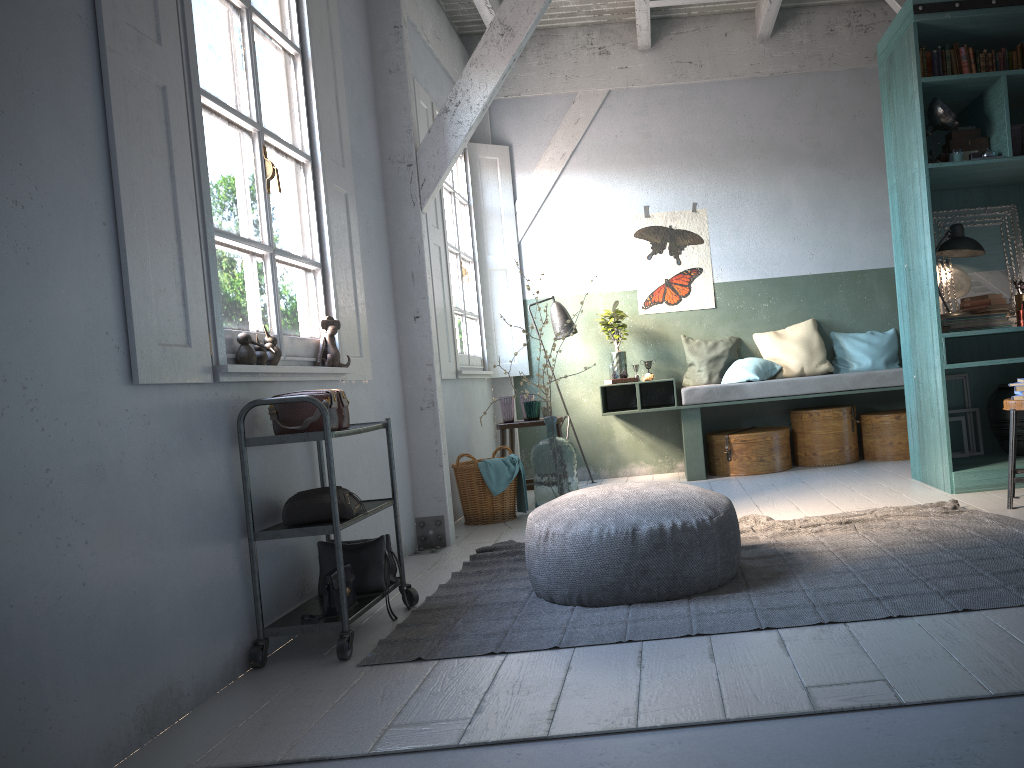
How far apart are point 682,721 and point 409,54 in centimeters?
478cm

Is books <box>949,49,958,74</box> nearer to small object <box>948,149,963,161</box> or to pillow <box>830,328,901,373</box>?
small object <box>948,149,963,161</box>

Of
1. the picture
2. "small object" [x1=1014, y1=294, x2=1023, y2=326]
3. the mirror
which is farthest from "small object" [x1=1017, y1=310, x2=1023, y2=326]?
the picture

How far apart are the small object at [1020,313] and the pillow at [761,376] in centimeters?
227cm

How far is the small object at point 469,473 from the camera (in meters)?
6.45

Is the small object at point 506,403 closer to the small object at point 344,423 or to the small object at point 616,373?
the small object at point 616,373

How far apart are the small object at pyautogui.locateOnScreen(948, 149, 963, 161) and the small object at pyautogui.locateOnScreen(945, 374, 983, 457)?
1.6m

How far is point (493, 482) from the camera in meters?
6.4

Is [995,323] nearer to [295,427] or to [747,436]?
[747,436]

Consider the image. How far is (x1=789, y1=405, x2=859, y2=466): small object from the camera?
7.65m
